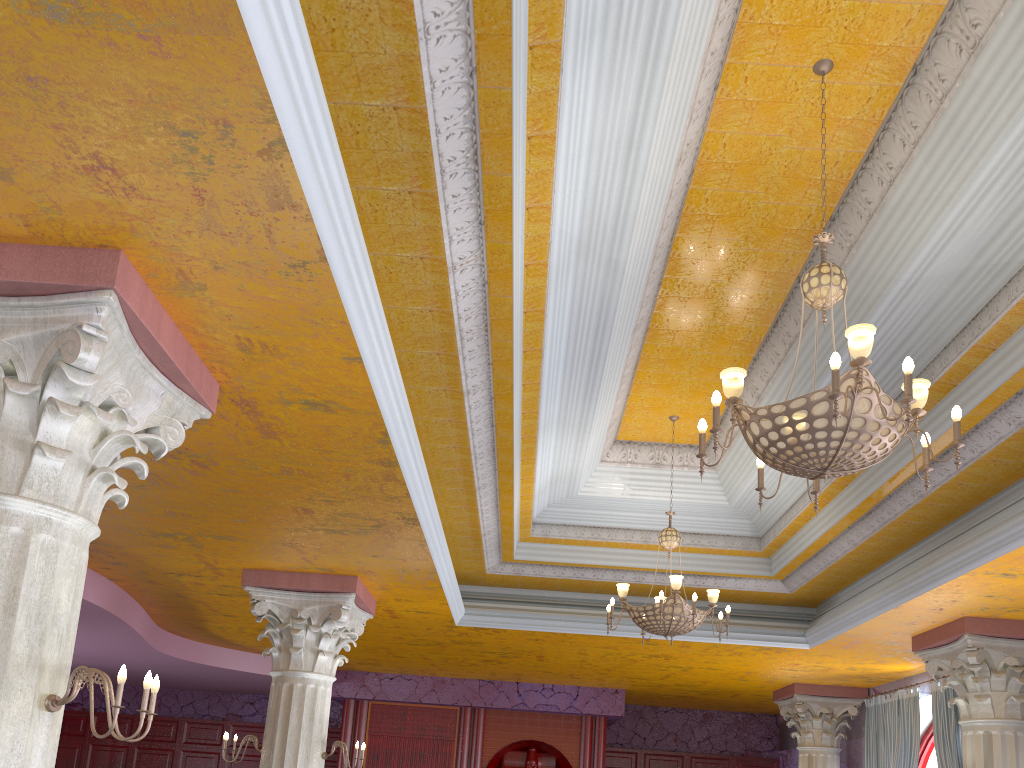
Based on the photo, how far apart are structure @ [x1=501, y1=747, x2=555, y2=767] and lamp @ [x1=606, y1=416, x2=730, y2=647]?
7.2m

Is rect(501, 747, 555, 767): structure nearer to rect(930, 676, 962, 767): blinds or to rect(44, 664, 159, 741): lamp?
rect(930, 676, 962, 767): blinds

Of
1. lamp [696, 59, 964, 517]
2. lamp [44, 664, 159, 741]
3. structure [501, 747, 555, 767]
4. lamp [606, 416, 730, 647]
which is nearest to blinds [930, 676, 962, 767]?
lamp [606, 416, 730, 647]

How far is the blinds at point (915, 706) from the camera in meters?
10.1

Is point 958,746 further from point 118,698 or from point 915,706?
point 118,698

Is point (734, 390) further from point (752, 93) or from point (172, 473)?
point (172, 473)

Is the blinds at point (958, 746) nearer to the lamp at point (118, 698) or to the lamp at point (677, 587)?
the lamp at point (677, 587)

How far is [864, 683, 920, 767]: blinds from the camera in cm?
1011

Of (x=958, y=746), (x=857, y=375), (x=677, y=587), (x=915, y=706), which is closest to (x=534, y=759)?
(x=915, y=706)

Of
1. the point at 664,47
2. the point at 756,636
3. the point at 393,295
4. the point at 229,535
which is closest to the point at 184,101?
the point at 393,295
